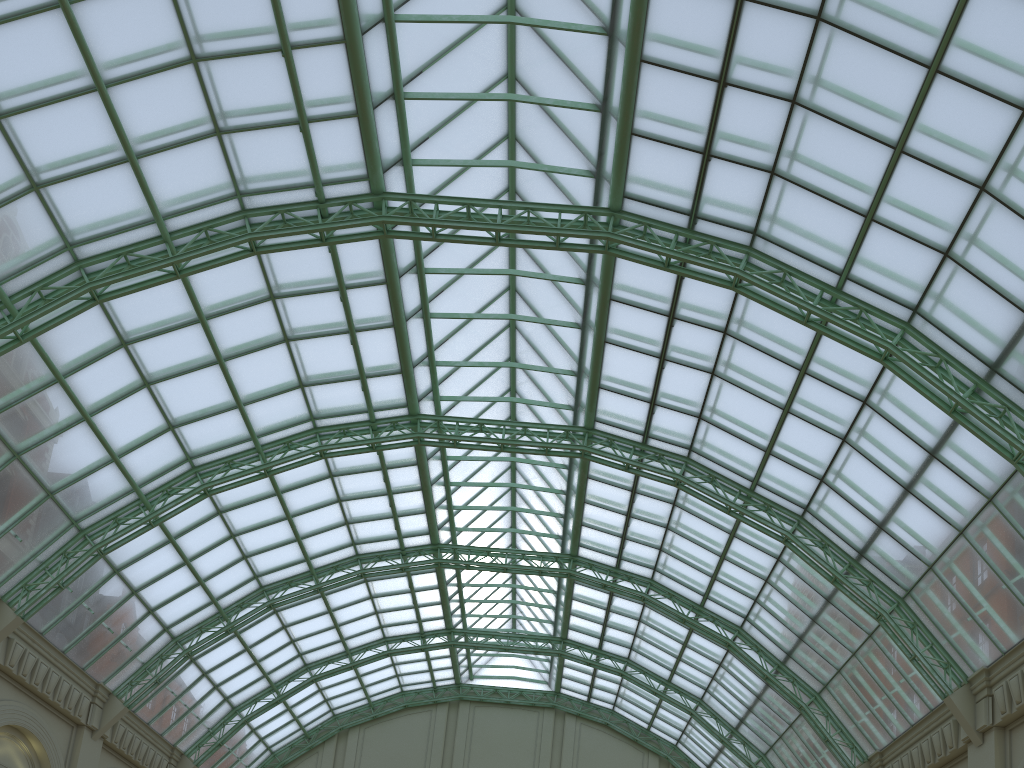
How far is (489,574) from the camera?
48.2m
